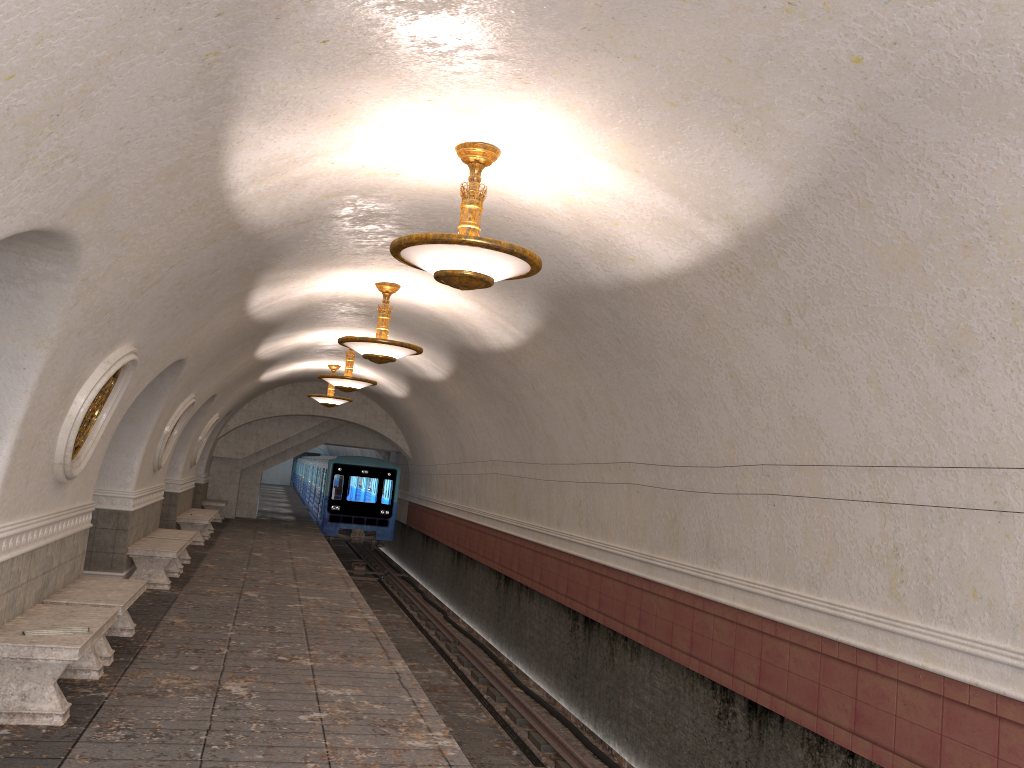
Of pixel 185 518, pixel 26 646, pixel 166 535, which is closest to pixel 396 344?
pixel 26 646

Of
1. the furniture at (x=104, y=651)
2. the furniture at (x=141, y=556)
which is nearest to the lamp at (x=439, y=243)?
the furniture at (x=104, y=651)

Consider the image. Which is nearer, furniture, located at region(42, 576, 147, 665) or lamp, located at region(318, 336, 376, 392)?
furniture, located at region(42, 576, 147, 665)

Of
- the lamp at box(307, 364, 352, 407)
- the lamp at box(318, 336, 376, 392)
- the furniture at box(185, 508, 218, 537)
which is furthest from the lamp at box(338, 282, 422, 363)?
the furniture at box(185, 508, 218, 537)

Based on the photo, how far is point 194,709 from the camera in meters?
6.3 m

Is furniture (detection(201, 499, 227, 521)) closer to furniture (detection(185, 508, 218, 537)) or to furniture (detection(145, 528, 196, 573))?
furniture (detection(185, 508, 218, 537))

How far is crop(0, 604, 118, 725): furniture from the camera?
5.64m

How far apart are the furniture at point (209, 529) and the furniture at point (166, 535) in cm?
592

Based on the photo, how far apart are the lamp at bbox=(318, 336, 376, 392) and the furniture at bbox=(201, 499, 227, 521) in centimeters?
1003cm

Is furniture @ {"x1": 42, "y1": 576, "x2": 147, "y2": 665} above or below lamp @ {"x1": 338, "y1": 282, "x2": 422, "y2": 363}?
below
